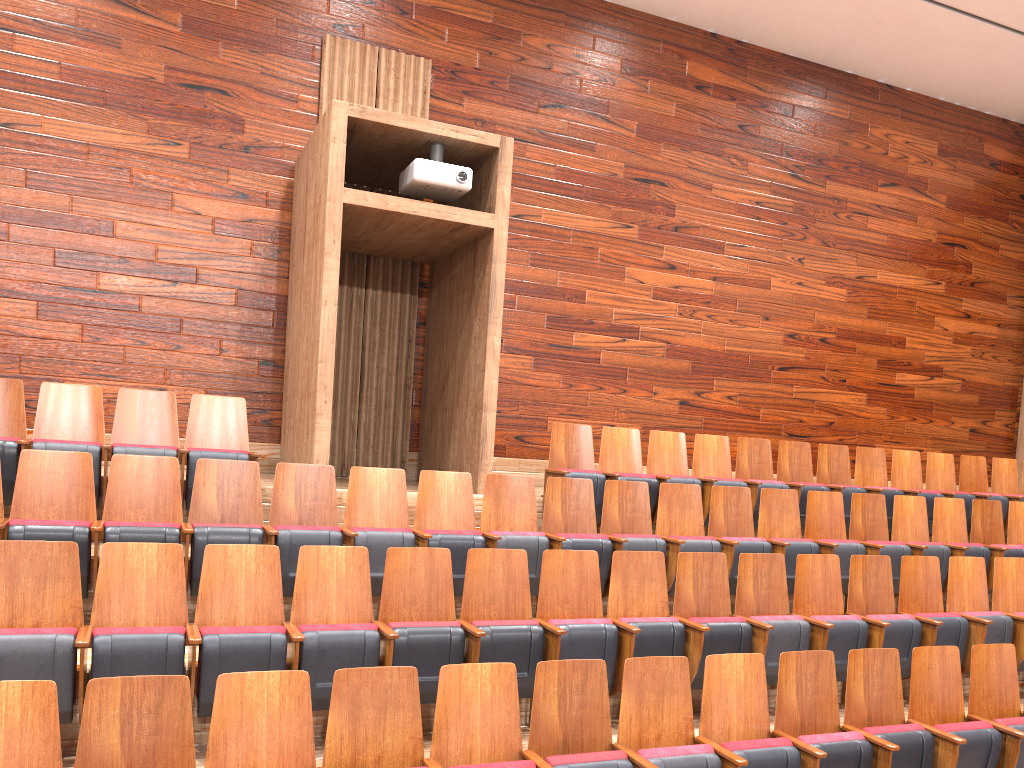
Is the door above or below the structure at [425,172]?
below

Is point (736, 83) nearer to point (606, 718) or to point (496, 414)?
point (496, 414)

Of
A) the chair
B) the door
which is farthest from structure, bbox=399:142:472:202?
the door

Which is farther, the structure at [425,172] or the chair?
the structure at [425,172]

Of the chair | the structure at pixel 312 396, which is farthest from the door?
the structure at pixel 312 396

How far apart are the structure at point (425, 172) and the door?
0.7 meters

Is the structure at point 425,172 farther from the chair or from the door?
the door

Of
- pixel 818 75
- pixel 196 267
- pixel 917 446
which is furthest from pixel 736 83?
pixel 196 267

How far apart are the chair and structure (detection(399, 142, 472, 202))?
0.2 meters

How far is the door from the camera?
1.0 meters
